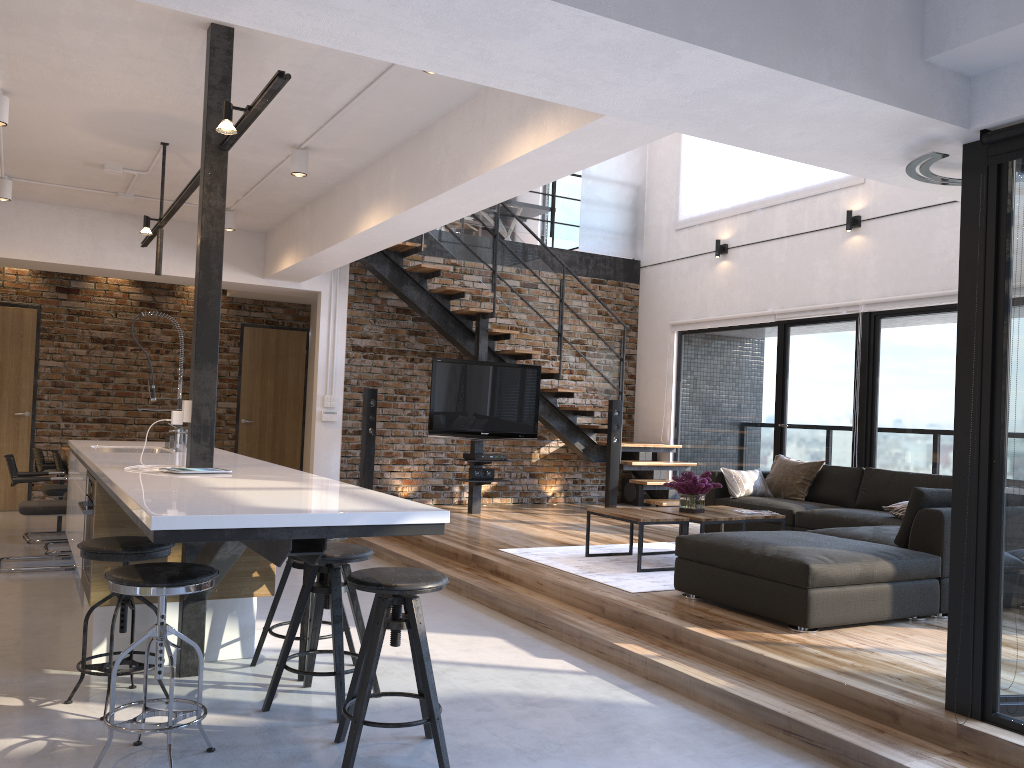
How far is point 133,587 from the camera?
2.77m

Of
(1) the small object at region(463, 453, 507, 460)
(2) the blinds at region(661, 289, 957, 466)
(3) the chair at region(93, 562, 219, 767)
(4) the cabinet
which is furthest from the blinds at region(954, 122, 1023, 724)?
(1) the small object at region(463, 453, 507, 460)

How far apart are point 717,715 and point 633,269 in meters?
7.7 m

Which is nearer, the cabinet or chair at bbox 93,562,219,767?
the cabinet

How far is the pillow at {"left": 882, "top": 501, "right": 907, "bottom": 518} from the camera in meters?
6.3 m

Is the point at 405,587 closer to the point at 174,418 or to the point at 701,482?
the point at 174,418

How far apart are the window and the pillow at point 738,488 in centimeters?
91cm

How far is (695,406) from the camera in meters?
9.9 m

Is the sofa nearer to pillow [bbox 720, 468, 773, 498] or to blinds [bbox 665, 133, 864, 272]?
pillow [bbox 720, 468, 773, 498]

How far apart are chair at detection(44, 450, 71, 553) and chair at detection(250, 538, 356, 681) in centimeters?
351cm
